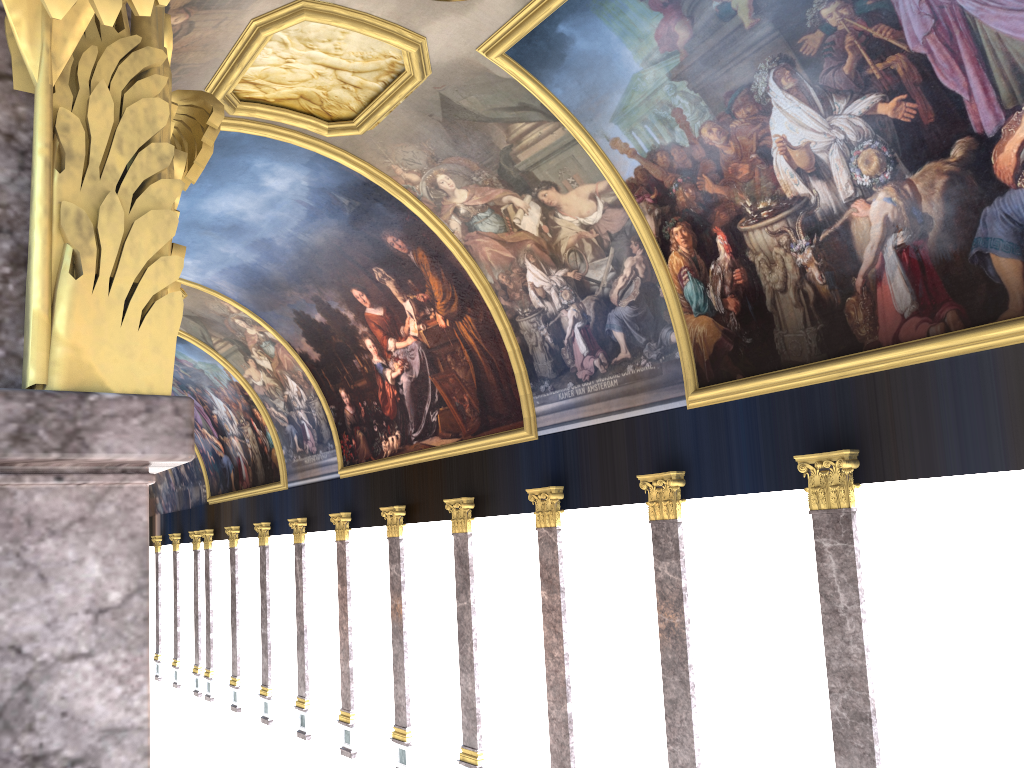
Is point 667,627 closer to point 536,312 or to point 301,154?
point 536,312
